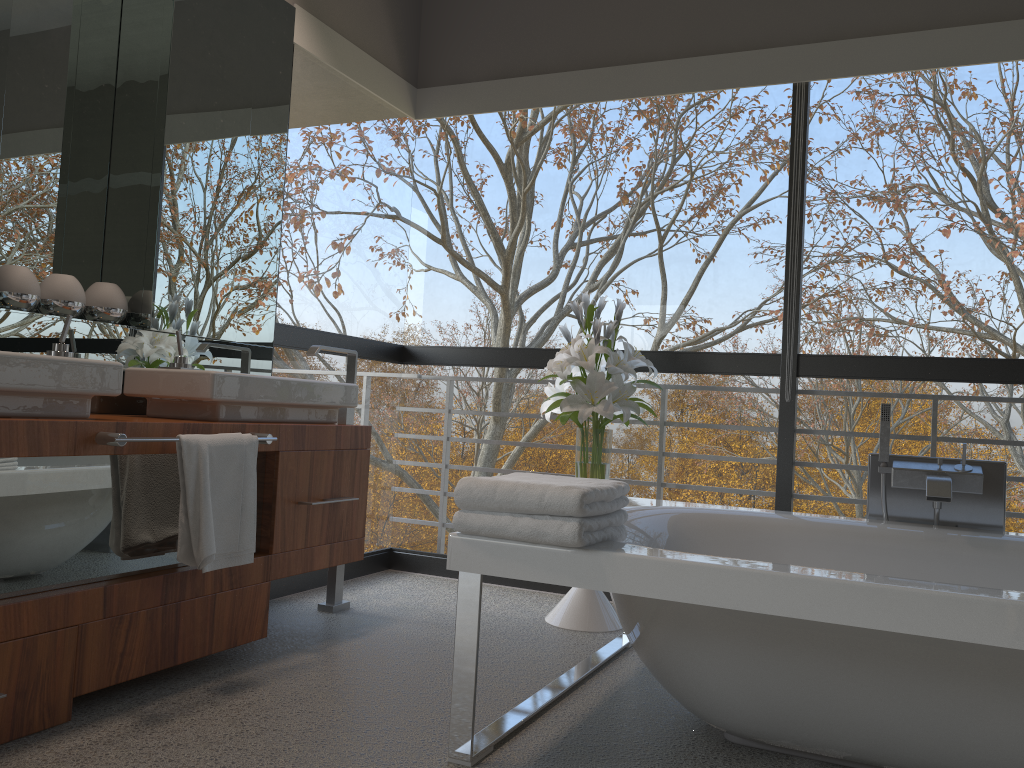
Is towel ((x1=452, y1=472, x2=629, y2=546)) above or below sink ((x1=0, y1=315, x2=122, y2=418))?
below

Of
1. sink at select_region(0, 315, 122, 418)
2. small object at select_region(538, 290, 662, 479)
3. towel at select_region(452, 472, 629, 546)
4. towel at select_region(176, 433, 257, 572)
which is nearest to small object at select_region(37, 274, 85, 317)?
sink at select_region(0, 315, 122, 418)

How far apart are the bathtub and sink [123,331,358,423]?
1.0m

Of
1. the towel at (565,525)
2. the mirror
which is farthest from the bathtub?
the mirror

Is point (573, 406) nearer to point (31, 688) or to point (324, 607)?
point (324, 607)

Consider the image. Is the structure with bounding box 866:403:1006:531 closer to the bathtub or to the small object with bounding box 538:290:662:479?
the bathtub

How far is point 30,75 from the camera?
2.7 meters

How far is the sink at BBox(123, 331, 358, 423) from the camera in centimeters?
259cm

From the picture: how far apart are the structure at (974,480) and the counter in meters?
1.7

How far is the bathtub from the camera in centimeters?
167cm
